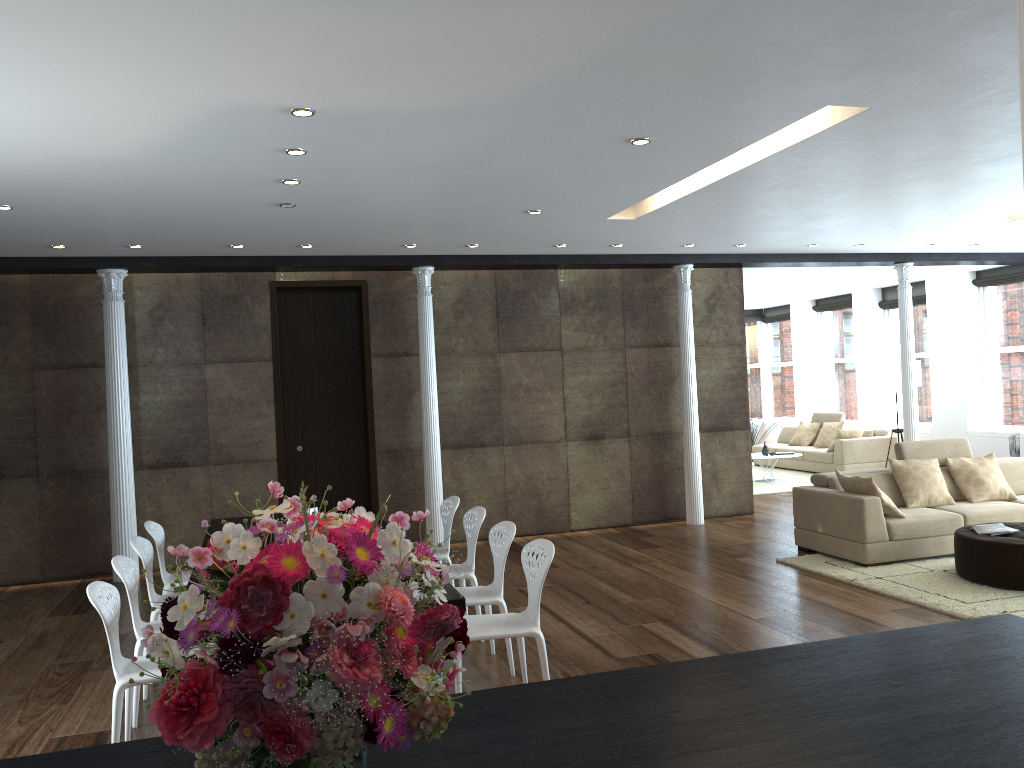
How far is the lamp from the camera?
12.72m

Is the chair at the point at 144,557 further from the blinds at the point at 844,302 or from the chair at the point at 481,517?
the blinds at the point at 844,302

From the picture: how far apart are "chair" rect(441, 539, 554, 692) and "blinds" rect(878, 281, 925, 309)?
11.43m

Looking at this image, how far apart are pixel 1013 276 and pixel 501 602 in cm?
1045

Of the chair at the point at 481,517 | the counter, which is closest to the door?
the chair at the point at 481,517

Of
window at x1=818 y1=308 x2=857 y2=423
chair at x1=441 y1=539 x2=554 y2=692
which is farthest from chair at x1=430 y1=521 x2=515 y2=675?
window at x1=818 y1=308 x2=857 y2=423

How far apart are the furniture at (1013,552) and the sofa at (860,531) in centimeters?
48cm

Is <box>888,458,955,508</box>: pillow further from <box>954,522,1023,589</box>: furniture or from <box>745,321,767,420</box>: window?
<box>745,321,767,420</box>: window

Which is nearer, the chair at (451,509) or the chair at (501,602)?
the chair at (501,602)

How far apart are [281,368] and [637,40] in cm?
642
